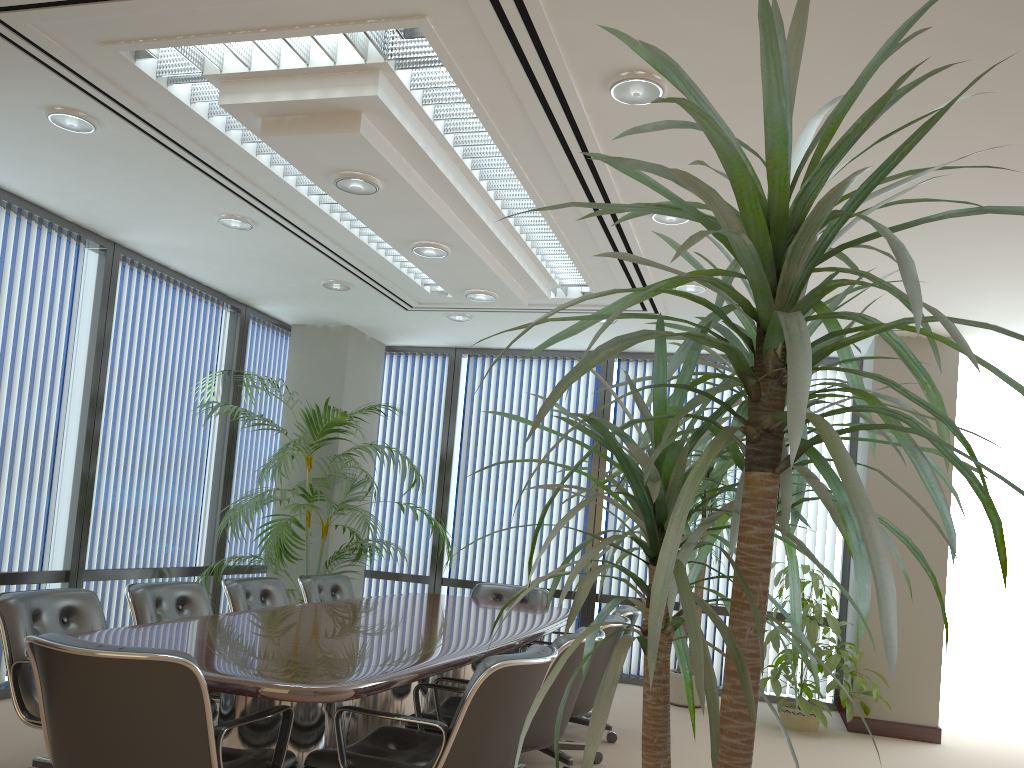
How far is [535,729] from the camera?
3.8 meters

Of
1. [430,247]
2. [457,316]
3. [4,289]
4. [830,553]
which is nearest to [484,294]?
[430,247]

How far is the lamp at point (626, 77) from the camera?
3.4m

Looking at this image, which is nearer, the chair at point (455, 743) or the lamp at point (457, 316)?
the chair at point (455, 743)

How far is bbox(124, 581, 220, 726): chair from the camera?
4.4m

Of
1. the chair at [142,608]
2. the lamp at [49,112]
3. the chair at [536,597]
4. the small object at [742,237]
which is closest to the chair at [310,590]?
the chair at [536,597]

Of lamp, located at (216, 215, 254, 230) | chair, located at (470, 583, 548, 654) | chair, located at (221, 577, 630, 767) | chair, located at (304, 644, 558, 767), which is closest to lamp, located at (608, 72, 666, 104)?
chair, located at (304, 644, 558, 767)

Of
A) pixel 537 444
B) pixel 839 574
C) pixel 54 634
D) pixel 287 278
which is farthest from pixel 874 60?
pixel 537 444

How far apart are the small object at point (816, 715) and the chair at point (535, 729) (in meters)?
2.67

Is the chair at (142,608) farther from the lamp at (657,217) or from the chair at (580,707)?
the lamp at (657,217)
